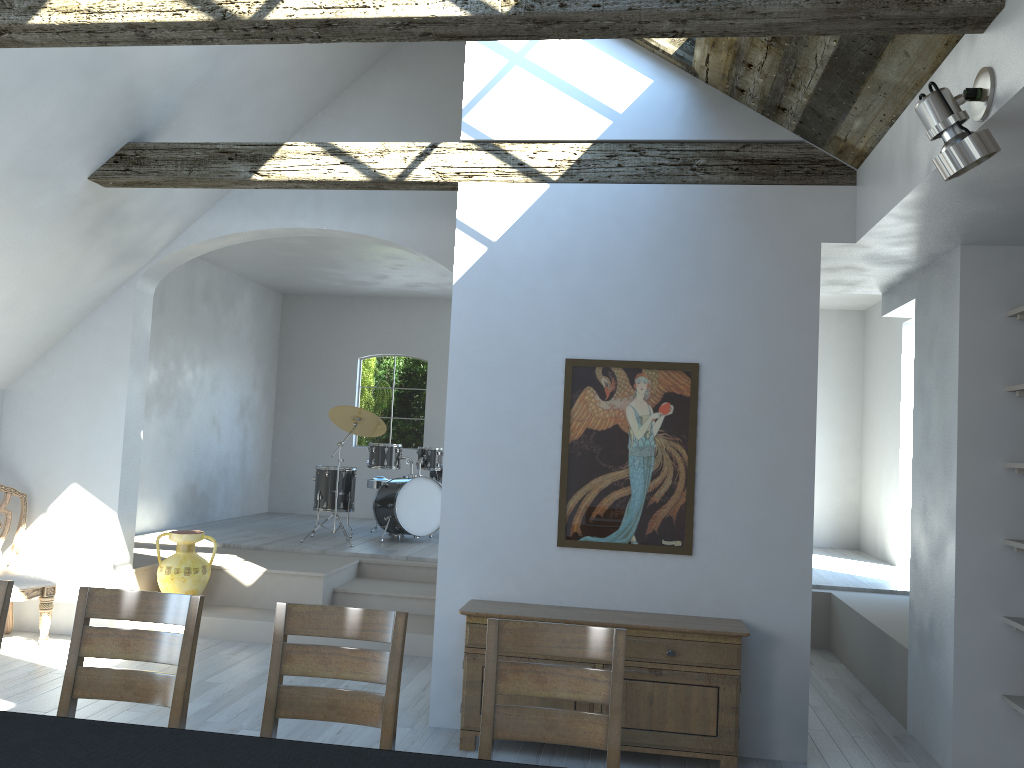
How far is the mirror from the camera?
4.8m

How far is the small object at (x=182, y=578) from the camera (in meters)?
6.85

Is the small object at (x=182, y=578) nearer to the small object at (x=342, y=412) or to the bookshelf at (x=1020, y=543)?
the small object at (x=342, y=412)

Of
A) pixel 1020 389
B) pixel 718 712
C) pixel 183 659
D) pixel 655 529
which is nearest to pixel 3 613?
pixel 183 659

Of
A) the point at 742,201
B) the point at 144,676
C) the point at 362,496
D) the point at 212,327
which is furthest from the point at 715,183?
the point at 362,496

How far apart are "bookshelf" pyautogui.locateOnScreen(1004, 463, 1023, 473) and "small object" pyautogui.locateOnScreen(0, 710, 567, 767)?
3.4 meters

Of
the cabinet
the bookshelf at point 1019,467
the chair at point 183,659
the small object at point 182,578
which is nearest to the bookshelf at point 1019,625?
the bookshelf at point 1019,467

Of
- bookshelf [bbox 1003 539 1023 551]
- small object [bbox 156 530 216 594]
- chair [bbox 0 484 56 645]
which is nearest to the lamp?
bookshelf [bbox 1003 539 1023 551]

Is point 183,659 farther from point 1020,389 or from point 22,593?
point 1020,389

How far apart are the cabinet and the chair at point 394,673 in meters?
1.6
